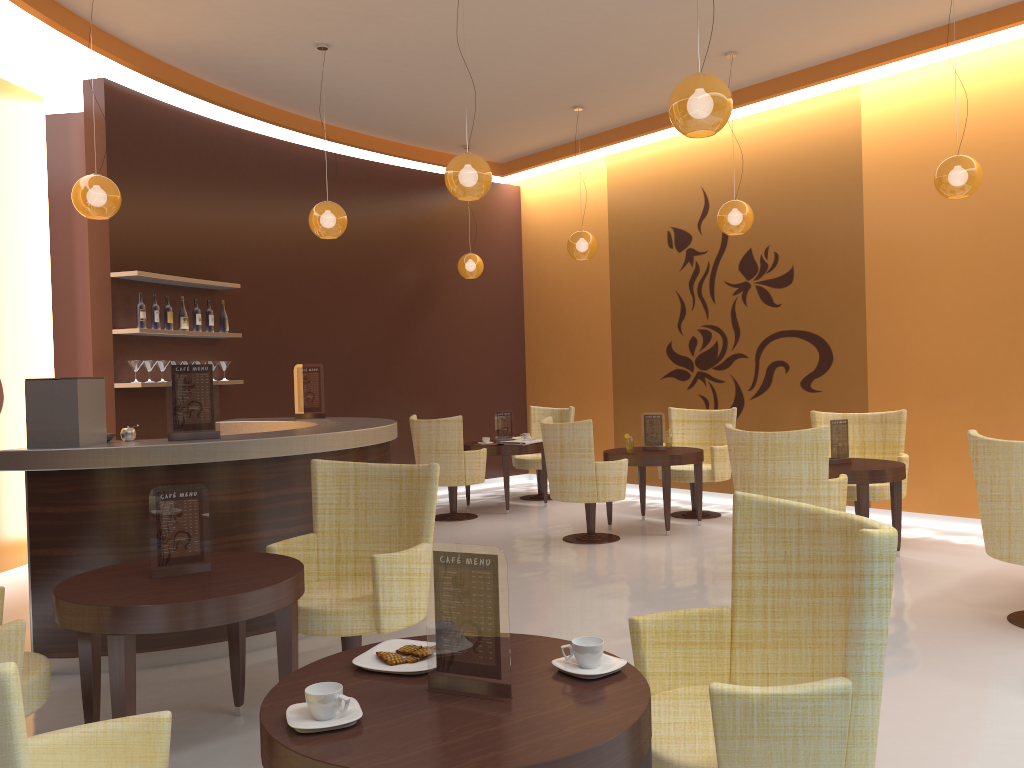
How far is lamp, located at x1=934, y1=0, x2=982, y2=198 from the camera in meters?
5.9

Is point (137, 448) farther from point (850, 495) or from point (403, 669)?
point (850, 495)

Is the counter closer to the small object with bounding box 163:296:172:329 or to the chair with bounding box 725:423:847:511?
the small object with bounding box 163:296:172:329

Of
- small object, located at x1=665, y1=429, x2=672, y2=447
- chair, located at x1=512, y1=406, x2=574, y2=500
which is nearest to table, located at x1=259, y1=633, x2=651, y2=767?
small object, located at x1=665, y1=429, x2=672, y2=447

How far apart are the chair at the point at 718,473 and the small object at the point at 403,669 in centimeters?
612cm

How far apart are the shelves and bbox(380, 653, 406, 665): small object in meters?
5.5

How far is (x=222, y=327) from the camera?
8.0 meters

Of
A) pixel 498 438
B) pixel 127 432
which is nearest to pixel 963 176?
pixel 498 438

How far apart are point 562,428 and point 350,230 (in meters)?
3.88

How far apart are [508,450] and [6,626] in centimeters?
629cm
